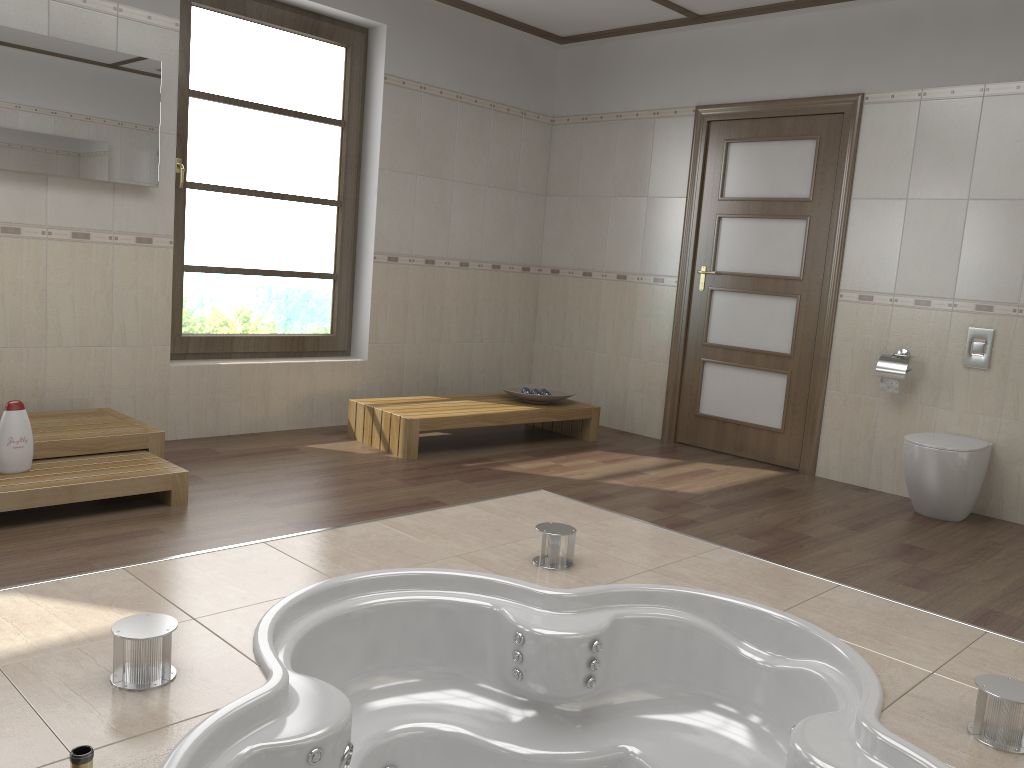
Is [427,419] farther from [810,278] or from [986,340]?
[986,340]

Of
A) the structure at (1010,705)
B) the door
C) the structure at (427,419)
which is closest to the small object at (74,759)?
the structure at (1010,705)

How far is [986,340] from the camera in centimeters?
443cm

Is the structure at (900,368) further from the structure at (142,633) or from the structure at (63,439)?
the structure at (142,633)

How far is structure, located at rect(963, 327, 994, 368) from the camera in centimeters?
443cm

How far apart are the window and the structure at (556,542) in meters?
2.6

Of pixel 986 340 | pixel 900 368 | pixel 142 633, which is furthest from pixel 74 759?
pixel 986 340

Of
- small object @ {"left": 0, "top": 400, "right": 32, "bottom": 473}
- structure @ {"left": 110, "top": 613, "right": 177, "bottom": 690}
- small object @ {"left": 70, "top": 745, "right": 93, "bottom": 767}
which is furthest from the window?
small object @ {"left": 70, "top": 745, "right": 93, "bottom": 767}

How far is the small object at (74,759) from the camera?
1.28m

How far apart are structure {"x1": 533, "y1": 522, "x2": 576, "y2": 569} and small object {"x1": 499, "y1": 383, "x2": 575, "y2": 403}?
2.2m
